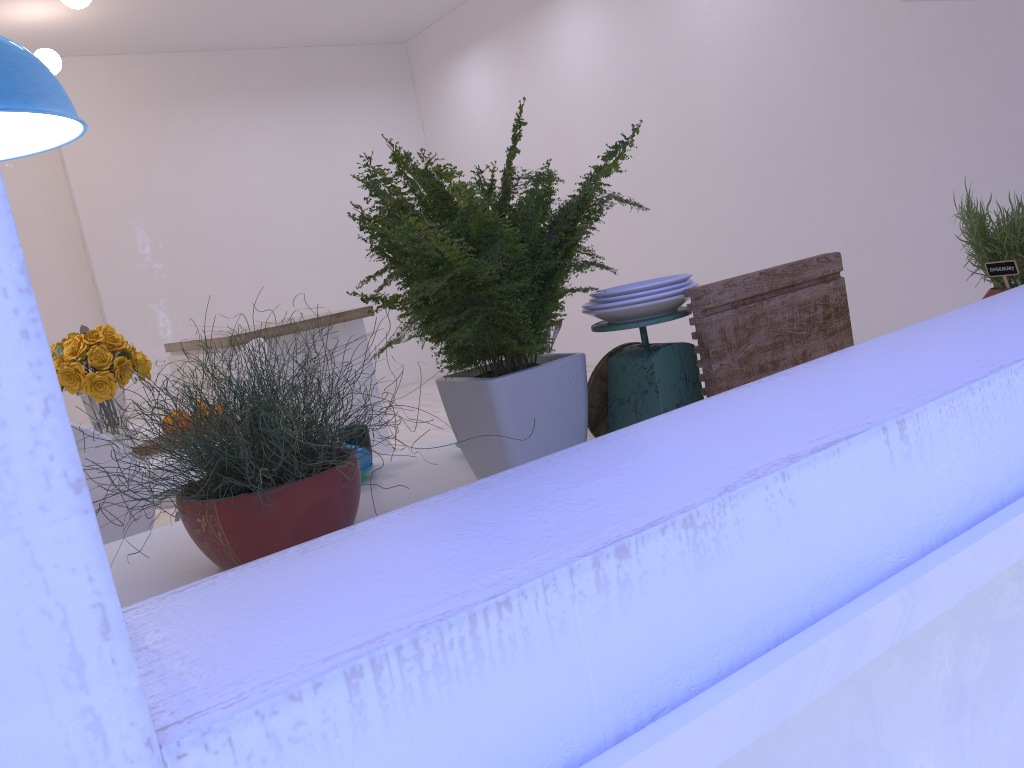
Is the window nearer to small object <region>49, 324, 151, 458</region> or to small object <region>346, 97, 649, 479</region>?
small object <region>346, 97, 649, 479</region>

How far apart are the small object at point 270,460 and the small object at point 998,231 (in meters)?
1.40

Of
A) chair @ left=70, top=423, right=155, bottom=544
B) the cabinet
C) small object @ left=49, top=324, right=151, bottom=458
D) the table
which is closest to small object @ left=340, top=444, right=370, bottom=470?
the table

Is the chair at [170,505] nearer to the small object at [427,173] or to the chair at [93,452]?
the chair at [93,452]

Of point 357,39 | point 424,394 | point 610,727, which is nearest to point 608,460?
point 610,727

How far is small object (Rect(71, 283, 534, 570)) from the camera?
1.0m

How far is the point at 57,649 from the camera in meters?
0.3 m

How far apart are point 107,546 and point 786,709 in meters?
1.2 m

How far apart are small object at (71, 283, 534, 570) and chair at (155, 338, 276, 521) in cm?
130

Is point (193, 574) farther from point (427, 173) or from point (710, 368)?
point (710, 368)
